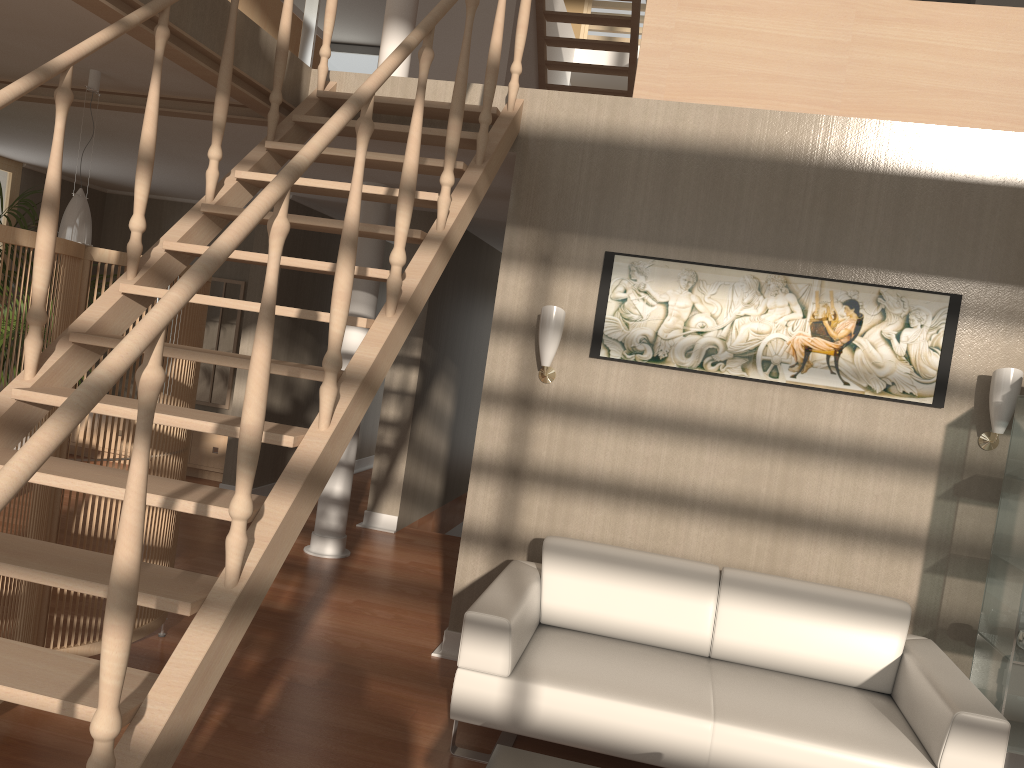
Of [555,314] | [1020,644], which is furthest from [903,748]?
[555,314]

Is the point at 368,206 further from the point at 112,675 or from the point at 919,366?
the point at 112,675

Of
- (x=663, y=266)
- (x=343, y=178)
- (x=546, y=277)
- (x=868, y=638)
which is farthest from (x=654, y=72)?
(x=868, y=638)

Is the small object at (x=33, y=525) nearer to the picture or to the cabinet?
the picture

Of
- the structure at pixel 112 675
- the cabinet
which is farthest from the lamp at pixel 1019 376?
the cabinet

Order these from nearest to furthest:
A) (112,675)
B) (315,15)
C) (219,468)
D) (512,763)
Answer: (112,675) → (512,763) → (315,15) → (219,468)

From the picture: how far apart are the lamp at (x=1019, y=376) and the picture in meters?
0.2 m

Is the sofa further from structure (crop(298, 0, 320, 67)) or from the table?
structure (crop(298, 0, 320, 67))

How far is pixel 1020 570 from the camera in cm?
322

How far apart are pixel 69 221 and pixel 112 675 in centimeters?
303cm
